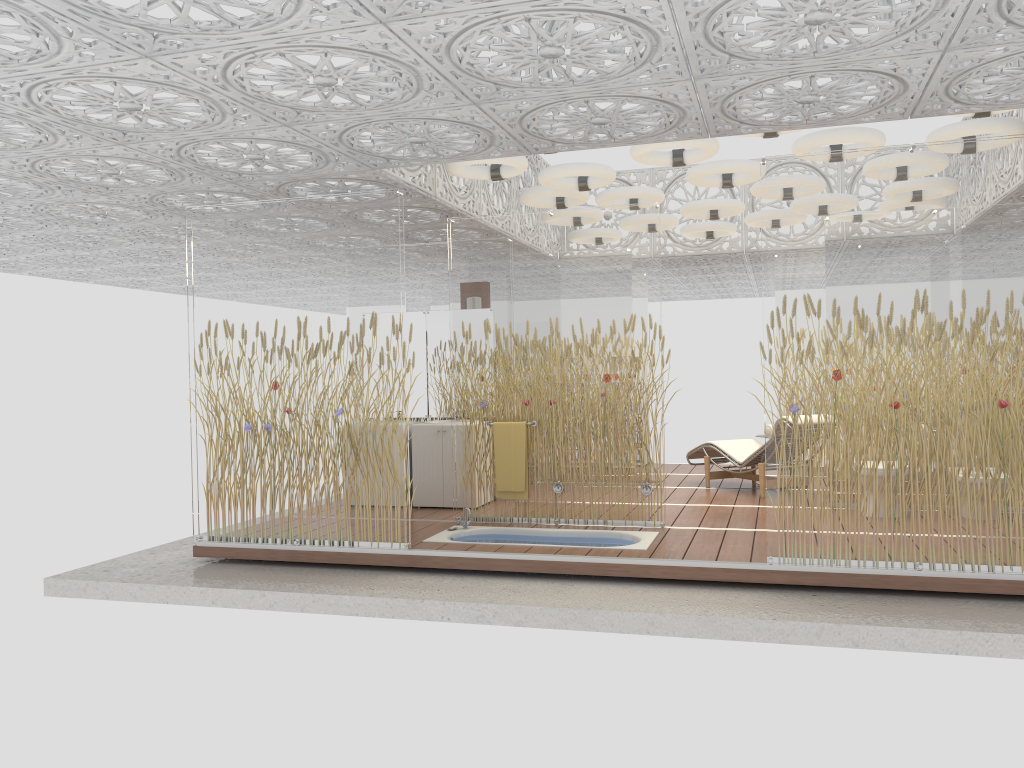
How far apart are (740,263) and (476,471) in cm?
682

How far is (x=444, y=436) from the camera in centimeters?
837cm

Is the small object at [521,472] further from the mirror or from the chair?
the chair

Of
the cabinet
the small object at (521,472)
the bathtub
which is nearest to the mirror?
the cabinet

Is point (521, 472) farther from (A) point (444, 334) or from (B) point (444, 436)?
(A) point (444, 334)

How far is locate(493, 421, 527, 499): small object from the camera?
7.35m

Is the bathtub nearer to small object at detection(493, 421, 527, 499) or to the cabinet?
small object at detection(493, 421, 527, 499)

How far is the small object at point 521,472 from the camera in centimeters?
735cm

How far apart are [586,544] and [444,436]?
2.16m

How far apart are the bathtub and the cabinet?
1.1m
